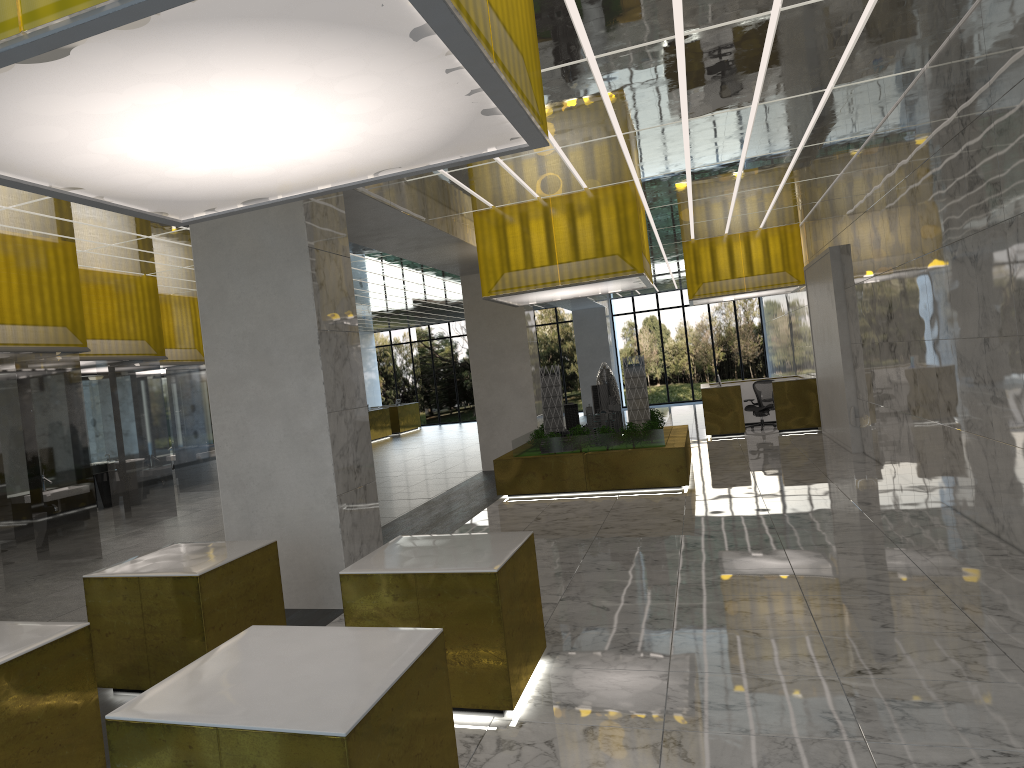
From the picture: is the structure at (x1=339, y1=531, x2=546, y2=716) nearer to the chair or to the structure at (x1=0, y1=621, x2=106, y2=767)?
the structure at (x1=0, y1=621, x2=106, y2=767)

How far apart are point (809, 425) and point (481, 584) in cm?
2211

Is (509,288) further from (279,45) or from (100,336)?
(279,45)

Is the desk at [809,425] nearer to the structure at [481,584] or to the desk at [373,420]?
the desk at [373,420]

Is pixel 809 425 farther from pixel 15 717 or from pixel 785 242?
pixel 15 717

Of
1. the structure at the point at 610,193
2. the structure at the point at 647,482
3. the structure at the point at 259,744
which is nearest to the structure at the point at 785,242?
the structure at the point at 647,482

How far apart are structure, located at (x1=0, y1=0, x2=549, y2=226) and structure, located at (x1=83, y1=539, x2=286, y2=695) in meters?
2.9

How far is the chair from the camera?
28.2 meters

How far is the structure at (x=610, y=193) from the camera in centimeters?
1704cm

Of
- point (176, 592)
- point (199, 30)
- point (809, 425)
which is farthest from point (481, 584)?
point (809, 425)
